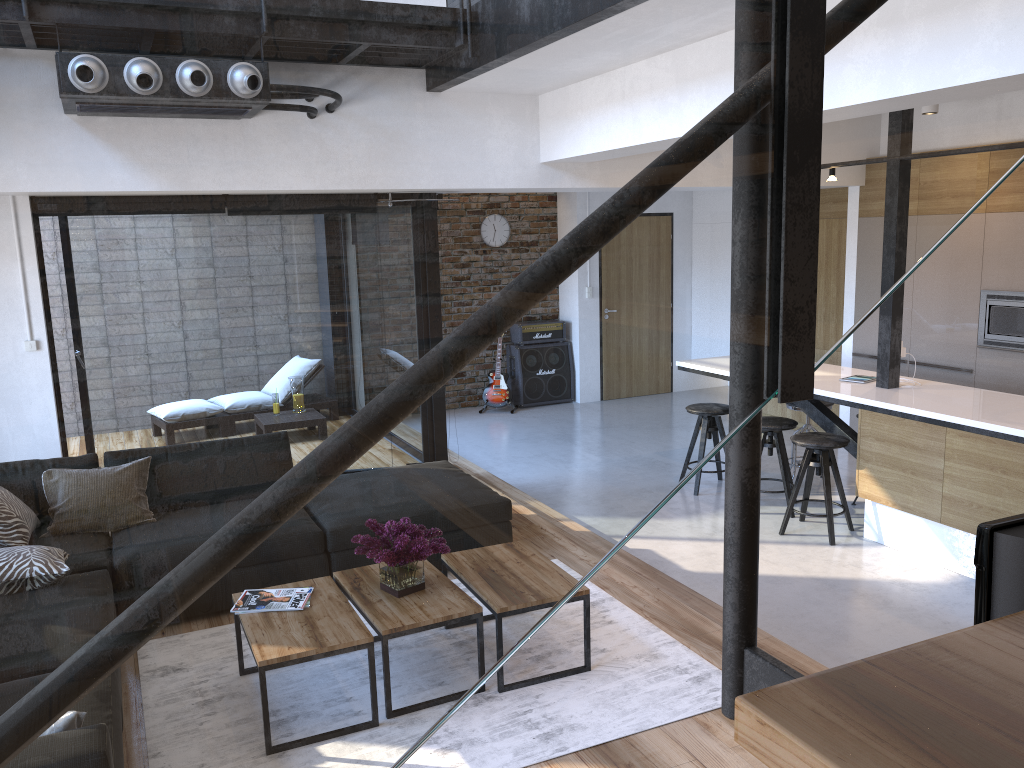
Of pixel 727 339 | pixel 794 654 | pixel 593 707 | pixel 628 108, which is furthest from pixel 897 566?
pixel 628 108

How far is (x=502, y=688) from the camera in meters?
3.4 m

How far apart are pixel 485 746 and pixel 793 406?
4.3m

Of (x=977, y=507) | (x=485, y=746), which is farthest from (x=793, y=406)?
(x=485, y=746)

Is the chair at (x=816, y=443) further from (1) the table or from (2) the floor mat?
(1) the table

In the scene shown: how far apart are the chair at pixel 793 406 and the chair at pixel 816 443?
1.0 meters

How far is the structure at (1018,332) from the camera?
6.29m

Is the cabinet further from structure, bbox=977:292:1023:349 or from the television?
the television

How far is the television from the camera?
0.7m

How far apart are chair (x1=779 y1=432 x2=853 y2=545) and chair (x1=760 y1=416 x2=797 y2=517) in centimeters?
18cm
